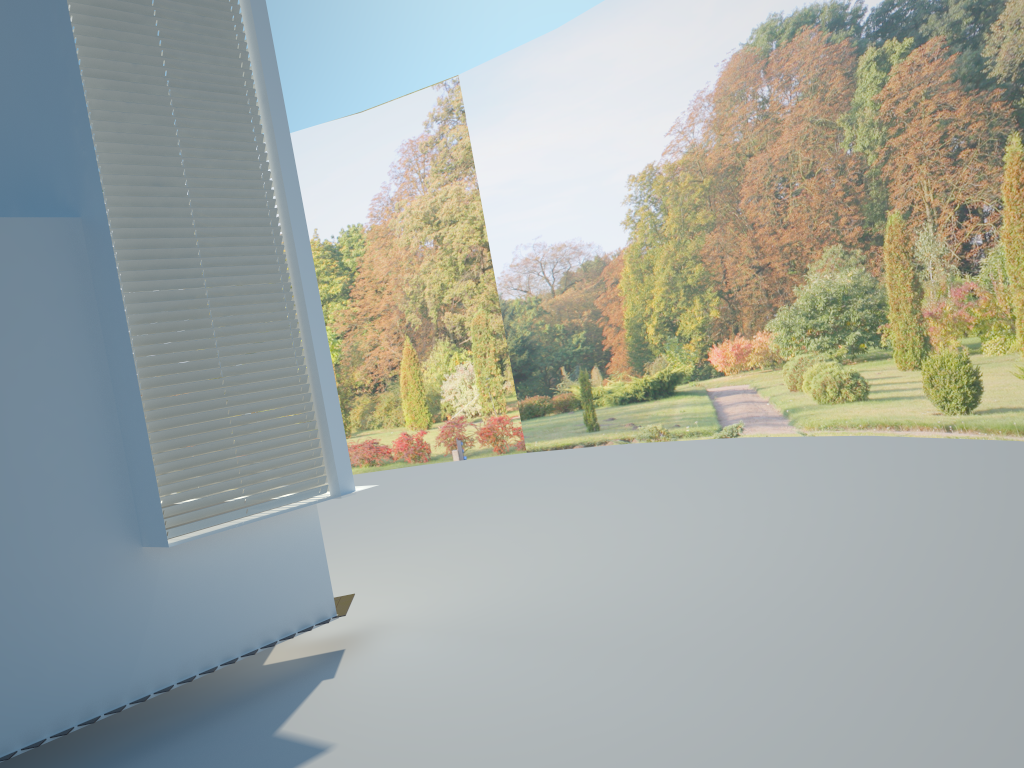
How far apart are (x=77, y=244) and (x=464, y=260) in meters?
11.5 m

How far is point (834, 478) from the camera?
8.8m

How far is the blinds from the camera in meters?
4.9 m

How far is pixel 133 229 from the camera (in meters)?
4.94

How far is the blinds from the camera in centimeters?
494cm

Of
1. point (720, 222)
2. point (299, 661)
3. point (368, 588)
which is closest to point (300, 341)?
point (299, 661)

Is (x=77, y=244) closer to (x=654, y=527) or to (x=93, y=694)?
(x=93, y=694)
